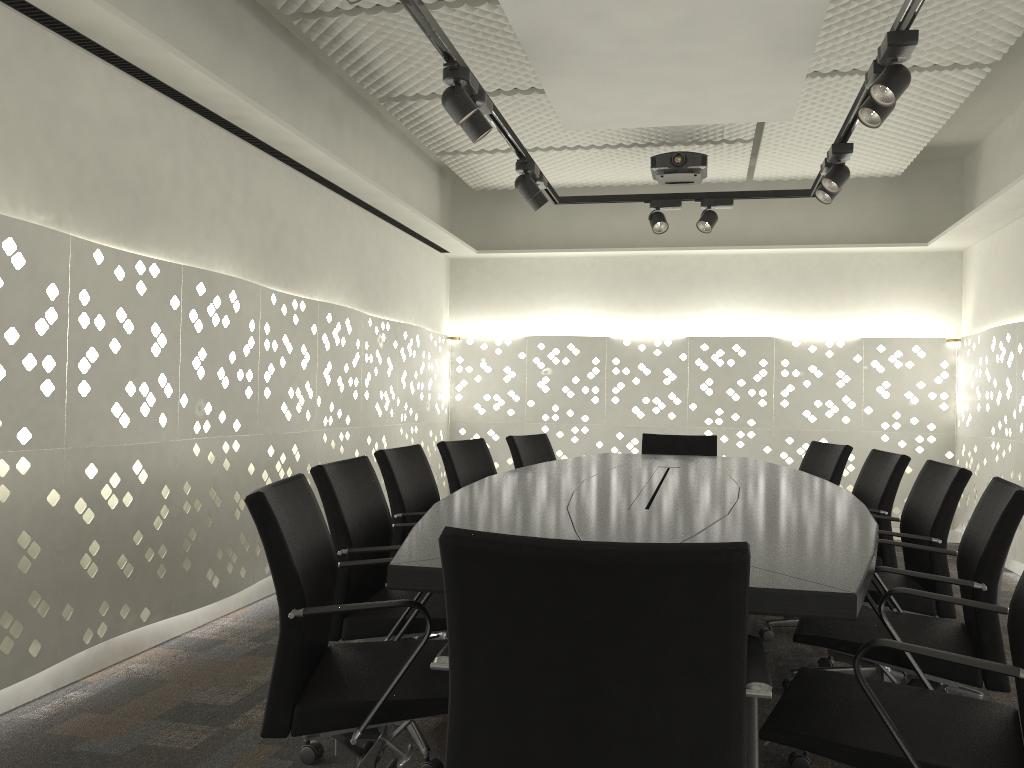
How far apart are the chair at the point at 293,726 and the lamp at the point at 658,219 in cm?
336

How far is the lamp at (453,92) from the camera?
3.0 meters

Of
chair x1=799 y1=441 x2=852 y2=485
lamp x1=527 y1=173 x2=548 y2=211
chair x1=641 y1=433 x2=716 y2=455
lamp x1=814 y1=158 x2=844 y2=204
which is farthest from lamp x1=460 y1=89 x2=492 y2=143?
chair x1=641 y1=433 x2=716 y2=455

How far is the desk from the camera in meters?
1.4 m

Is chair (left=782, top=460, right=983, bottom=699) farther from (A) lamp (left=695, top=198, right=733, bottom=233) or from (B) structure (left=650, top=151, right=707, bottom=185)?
(B) structure (left=650, top=151, right=707, bottom=185)

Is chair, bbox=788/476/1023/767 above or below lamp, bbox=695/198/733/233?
below

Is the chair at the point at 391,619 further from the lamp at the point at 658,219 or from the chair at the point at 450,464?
the lamp at the point at 658,219

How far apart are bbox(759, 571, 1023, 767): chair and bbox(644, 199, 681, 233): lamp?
3.4 meters

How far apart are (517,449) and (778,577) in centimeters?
293cm

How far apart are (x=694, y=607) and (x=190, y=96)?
2.9 meters
